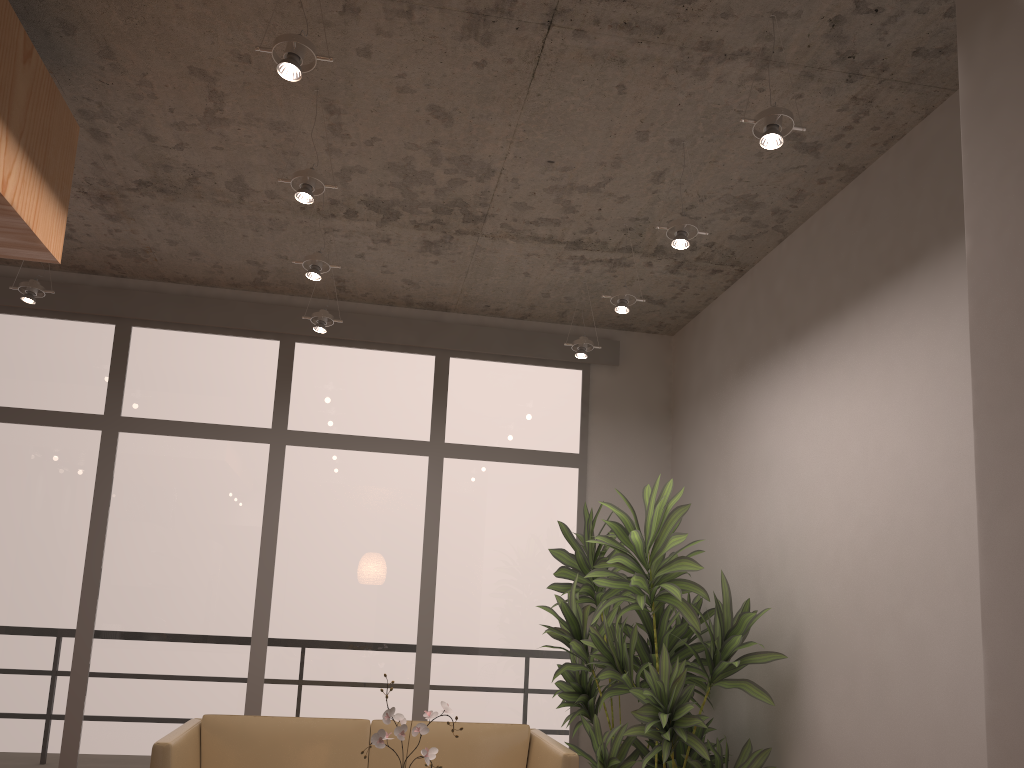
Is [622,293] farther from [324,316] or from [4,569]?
[4,569]

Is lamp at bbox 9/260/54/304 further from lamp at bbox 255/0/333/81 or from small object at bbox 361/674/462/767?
small object at bbox 361/674/462/767

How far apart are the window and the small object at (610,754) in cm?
24

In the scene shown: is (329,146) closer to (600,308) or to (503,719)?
(600,308)

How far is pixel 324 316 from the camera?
5.0 meters

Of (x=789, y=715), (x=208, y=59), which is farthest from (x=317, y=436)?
(x=789, y=715)

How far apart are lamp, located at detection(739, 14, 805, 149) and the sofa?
2.5 meters

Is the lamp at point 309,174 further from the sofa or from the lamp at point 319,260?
the sofa

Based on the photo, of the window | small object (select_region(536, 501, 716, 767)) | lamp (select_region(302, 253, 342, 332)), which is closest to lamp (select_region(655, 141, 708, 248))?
small object (select_region(536, 501, 716, 767))

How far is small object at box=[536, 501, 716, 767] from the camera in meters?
4.7 m
